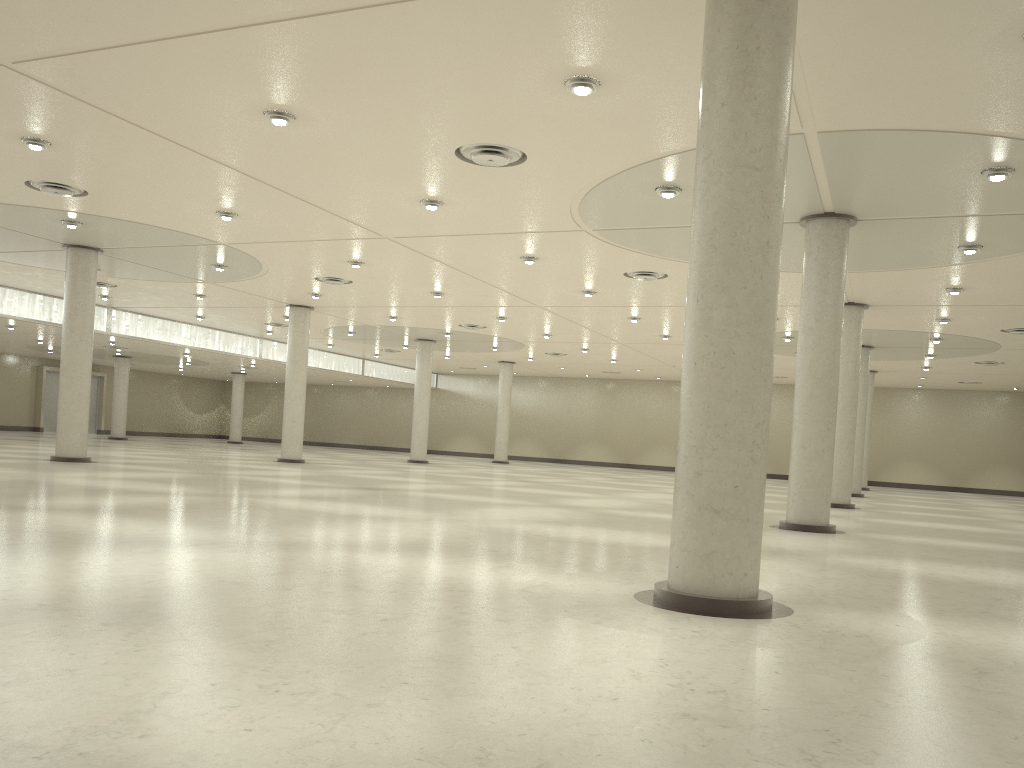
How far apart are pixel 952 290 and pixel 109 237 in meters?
47.1 m

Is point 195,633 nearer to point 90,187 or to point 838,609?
point 838,609
